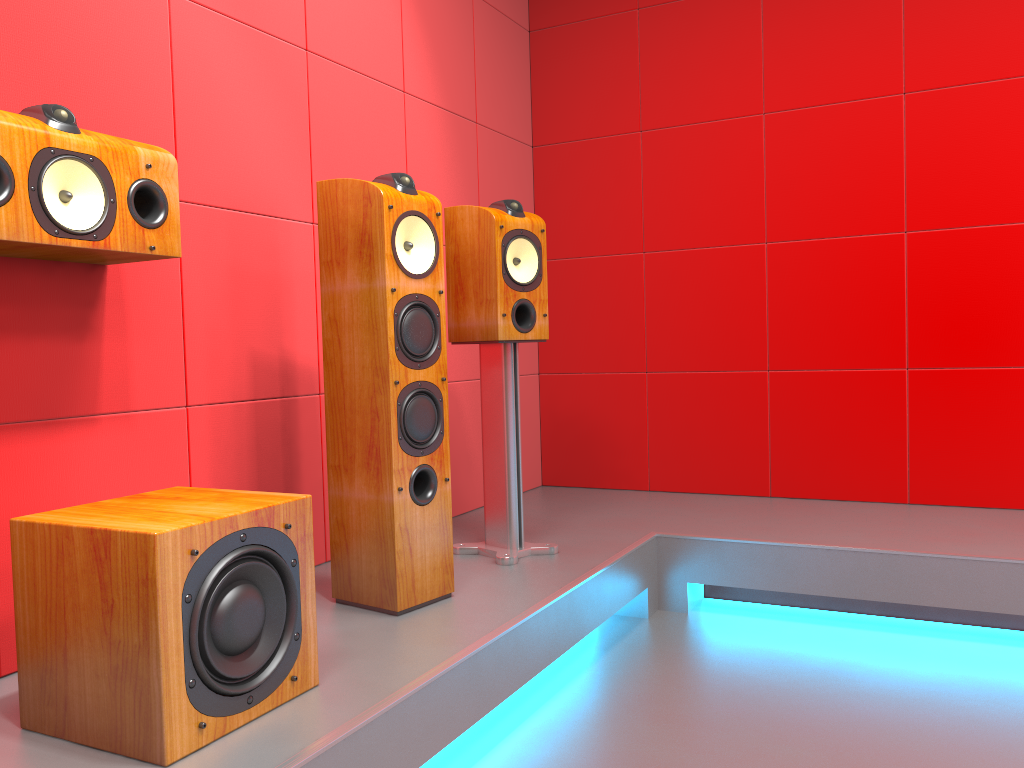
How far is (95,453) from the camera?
1.9m

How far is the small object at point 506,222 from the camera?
2.53m

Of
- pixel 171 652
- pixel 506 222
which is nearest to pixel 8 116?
pixel 171 652

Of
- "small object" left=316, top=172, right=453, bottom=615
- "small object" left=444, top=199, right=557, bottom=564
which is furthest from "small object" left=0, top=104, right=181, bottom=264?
"small object" left=444, top=199, right=557, bottom=564

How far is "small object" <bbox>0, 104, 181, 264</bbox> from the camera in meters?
1.5

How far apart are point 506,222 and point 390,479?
0.9m

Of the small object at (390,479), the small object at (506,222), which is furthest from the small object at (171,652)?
the small object at (506,222)

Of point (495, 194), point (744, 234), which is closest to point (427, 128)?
point (495, 194)

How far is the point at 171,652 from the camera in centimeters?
136cm

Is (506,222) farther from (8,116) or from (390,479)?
(8,116)
